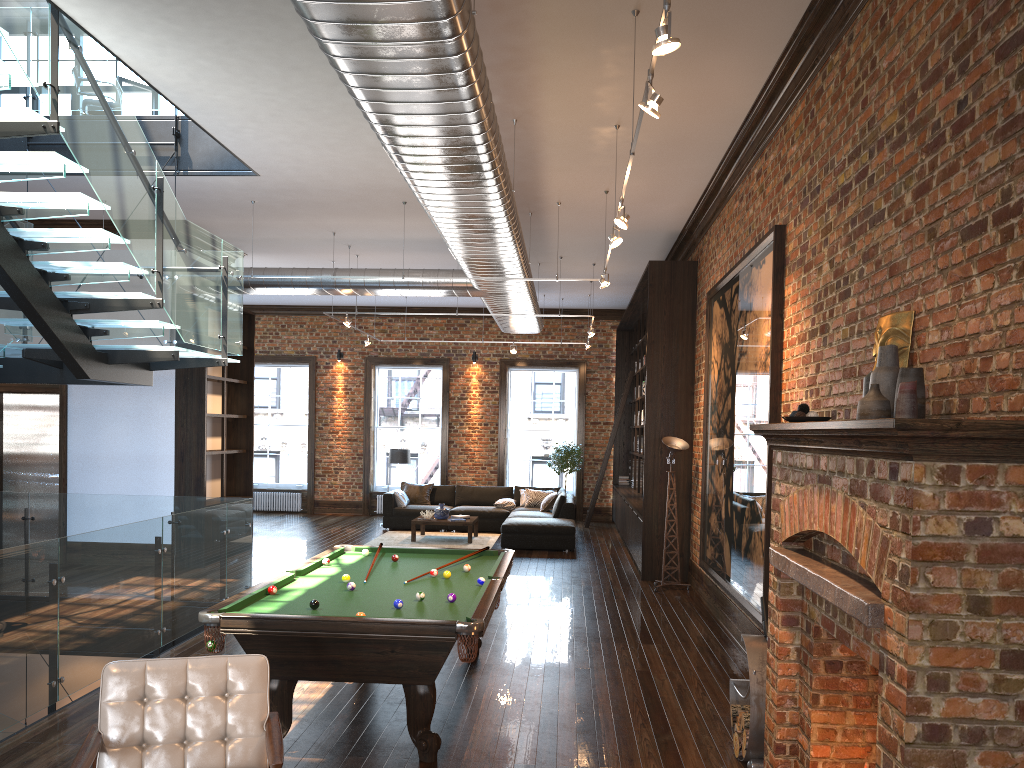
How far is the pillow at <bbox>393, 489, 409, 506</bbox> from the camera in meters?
16.2 m

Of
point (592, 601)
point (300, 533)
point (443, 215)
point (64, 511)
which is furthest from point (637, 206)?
point (300, 533)

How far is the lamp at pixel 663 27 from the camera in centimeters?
348cm

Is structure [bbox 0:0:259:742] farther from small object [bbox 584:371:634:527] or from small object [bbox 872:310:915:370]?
small object [bbox 584:371:634:527]

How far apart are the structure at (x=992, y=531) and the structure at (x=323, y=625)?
1.46m

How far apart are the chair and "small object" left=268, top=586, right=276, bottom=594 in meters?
1.7

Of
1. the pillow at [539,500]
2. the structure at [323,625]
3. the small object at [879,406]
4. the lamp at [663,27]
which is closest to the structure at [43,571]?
the structure at [323,625]

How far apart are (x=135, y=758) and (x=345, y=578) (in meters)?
2.48

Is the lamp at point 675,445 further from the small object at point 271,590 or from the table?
the small object at point 271,590

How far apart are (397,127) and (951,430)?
4.00m
